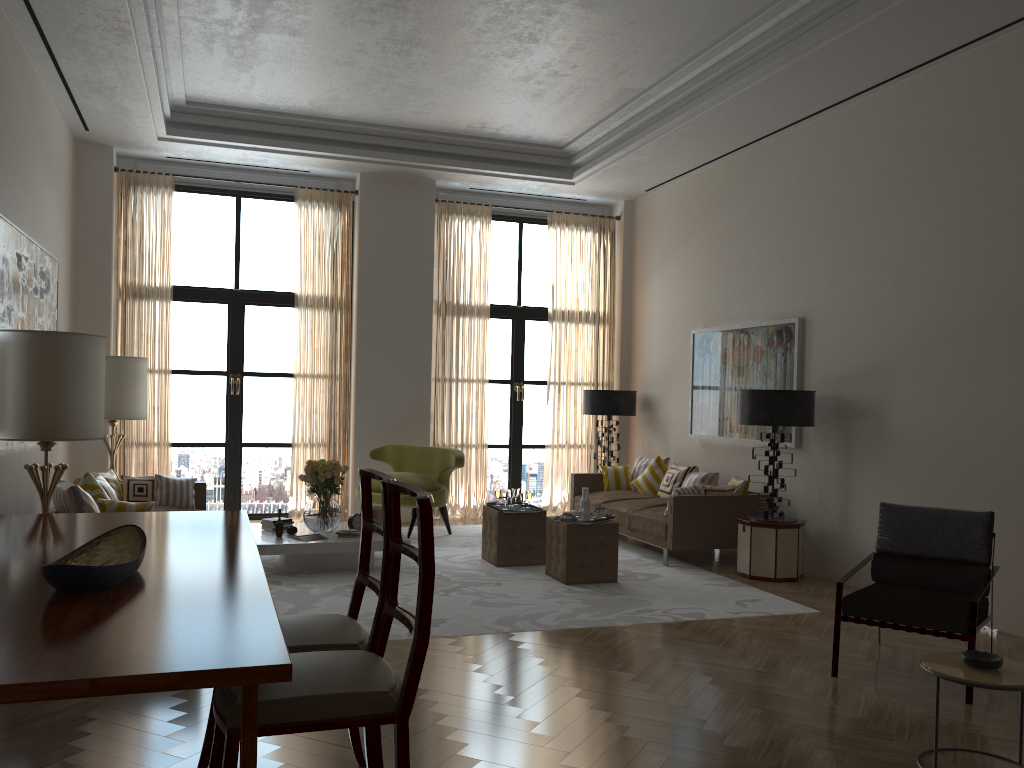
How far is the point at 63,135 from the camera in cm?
1071

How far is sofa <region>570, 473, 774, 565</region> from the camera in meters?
9.9

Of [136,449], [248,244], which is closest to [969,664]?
[136,449]

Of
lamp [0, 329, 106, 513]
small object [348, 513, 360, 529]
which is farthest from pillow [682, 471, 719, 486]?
lamp [0, 329, 106, 513]

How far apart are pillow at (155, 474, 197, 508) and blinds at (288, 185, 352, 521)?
2.8m

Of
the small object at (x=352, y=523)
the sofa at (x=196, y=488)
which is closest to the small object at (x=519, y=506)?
the small object at (x=352, y=523)

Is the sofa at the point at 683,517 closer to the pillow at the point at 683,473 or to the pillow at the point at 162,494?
the pillow at the point at 683,473

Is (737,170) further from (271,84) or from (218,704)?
(218,704)

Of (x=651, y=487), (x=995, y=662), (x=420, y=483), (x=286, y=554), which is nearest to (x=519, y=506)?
(x=420, y=483)

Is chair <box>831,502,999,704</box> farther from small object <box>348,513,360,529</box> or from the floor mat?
small object <box>348,513,360,529</box>
